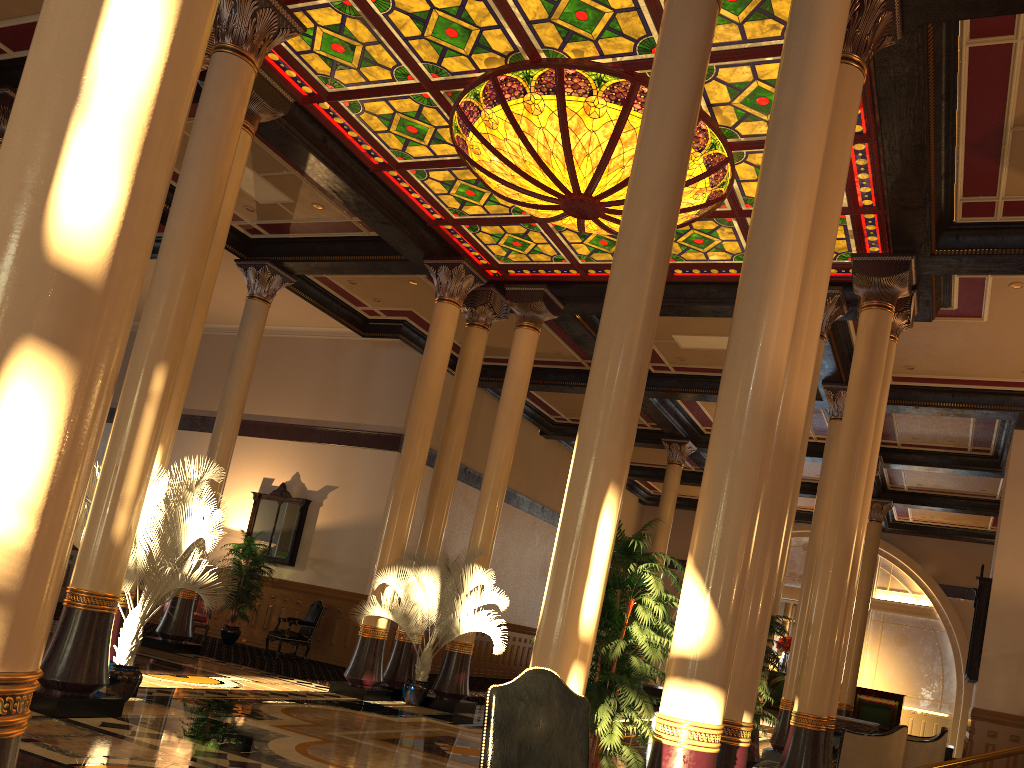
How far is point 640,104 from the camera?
8.2 meters

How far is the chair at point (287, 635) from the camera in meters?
14.6 m

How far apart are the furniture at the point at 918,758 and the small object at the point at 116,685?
9.8m

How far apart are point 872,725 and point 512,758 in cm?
1106

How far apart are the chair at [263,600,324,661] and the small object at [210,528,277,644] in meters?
0.8

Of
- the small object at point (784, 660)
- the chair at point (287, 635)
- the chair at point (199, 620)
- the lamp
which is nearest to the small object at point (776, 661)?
the lamp

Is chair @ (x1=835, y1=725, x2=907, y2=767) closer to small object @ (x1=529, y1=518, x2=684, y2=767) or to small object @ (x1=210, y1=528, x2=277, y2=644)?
small object @ (x1=529, y1=518, x2=684, y2=767)

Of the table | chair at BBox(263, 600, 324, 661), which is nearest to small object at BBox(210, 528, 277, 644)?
chair at BBox(263, 600, 324, 661)

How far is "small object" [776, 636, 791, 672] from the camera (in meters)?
22.00

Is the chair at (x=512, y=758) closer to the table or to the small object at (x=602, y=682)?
the small object at (x=602, y=682)
